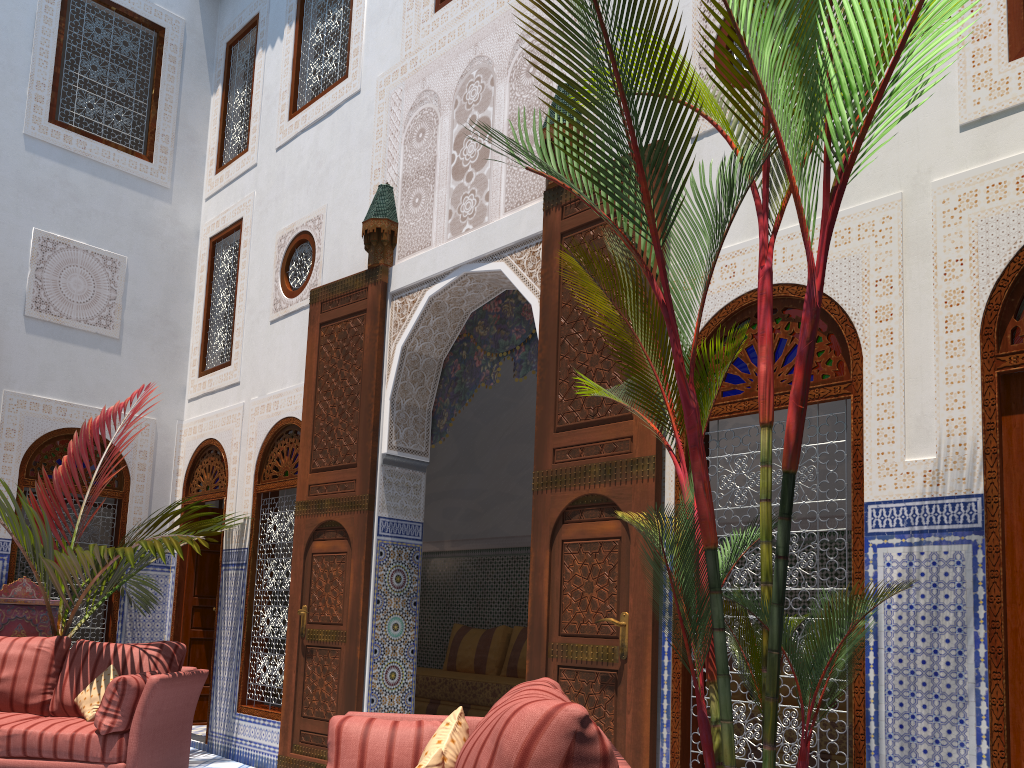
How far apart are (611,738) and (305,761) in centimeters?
182cm

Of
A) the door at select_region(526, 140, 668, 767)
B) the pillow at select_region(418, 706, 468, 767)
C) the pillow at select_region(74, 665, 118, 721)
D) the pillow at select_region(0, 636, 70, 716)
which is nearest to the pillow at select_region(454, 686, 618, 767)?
the pillow at select_region(418, 706, 468, 767)

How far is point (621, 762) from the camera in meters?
1.7 m

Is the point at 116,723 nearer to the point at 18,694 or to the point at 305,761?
the point at 18,694

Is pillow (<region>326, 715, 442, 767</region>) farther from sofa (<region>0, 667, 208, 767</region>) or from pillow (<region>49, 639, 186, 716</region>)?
pillow (<region>49, 639, 186, 716</region>)

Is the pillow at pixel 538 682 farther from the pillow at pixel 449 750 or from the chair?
the chair

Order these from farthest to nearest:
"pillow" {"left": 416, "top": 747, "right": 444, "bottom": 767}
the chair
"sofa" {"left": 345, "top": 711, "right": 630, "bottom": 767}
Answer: the chair < "sofa" {"left": 345, "top": 711, "right": 630, "bottom": 767} < "pillow" {"left": 416, "top": 747, "right": 444, "bottom": 767}

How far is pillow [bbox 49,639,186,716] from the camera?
3.8 meters

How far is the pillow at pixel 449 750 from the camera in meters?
1.9

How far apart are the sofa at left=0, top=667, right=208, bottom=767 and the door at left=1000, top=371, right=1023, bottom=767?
2.97m
